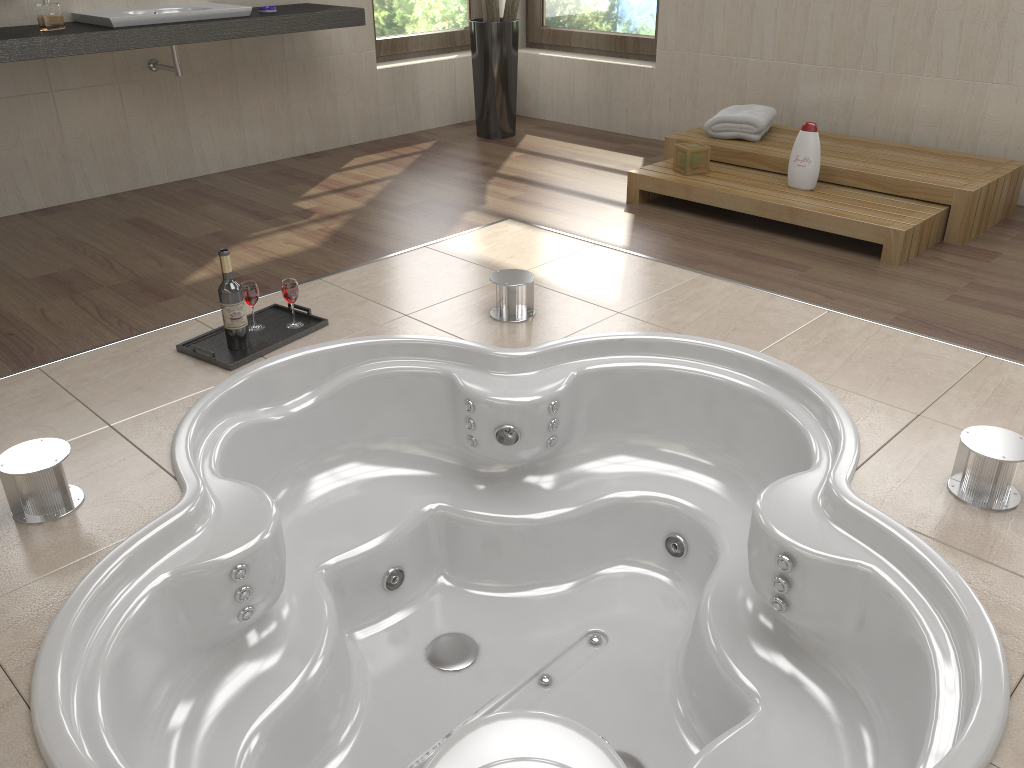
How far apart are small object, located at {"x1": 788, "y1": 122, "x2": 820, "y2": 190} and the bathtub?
1.4m

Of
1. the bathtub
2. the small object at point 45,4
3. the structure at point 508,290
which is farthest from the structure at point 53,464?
the small object at point 45,4

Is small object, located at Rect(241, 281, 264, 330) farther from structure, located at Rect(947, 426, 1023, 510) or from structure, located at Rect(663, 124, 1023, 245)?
structure, located at Rect(663, 124, 1023, 245)

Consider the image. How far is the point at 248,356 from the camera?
2.6 meters

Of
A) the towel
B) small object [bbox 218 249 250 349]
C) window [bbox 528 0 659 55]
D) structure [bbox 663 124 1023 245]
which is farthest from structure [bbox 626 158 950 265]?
Result: small object [bbox 218 249 250 349]

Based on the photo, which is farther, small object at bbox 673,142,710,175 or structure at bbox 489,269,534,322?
small object at bbox 673,142,710,175

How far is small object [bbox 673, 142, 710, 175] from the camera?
3.9 meters

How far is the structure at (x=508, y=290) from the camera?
2.9 meters

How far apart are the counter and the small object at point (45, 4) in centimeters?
2cm

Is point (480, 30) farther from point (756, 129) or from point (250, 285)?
point (250, 285)
